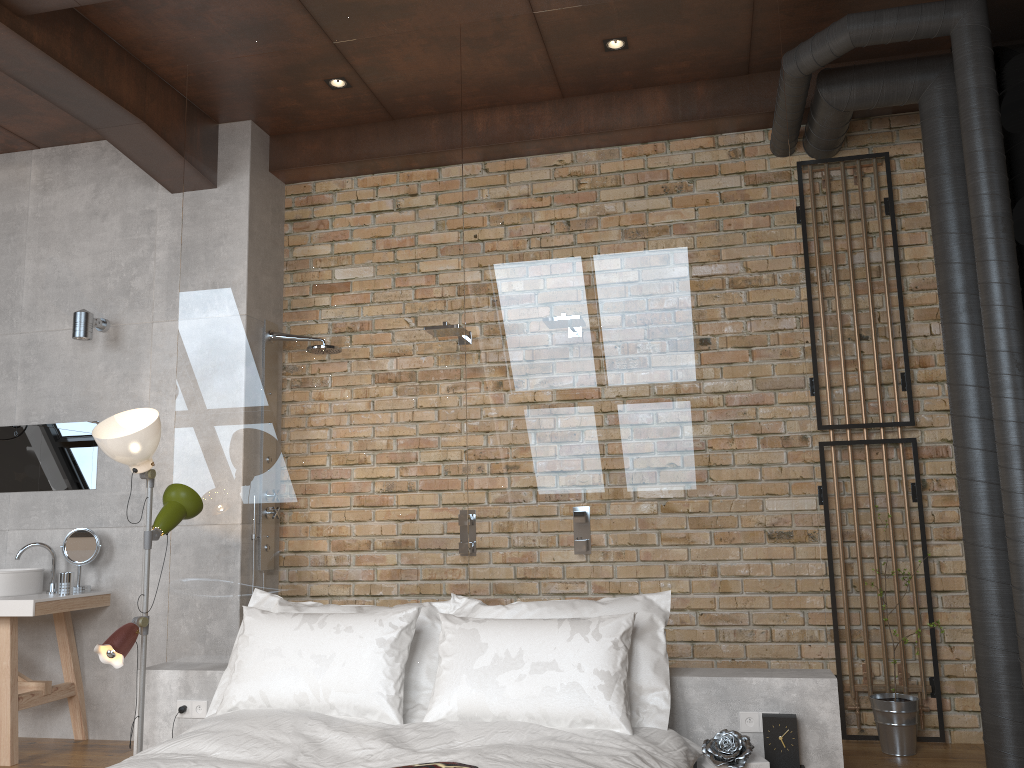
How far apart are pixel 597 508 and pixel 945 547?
1.9 meters

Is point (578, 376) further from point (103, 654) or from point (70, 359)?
point (70, 359)

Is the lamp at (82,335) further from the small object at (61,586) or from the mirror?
the small object at (61,586)

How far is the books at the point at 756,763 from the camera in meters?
2.9

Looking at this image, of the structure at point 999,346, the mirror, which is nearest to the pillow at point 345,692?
the mirror

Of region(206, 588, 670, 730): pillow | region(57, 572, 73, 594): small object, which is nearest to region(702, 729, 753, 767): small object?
region(206, 588, 670, 730): pillow

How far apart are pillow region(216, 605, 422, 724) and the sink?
1.86m

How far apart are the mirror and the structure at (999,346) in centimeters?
402cm

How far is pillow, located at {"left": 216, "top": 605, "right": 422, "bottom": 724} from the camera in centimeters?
310cm

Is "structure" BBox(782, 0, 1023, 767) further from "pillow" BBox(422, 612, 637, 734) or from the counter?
the counter
